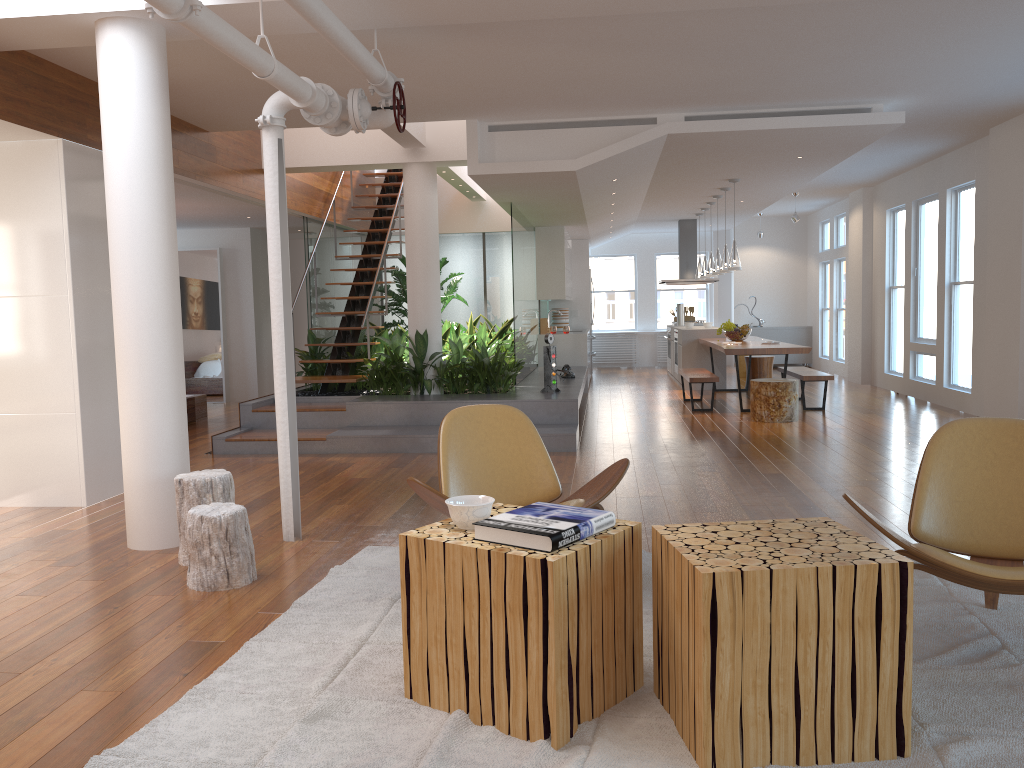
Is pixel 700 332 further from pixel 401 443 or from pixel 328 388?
pixel 401 443

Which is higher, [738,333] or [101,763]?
[738,333]

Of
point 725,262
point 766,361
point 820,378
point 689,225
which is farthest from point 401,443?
point 689,225

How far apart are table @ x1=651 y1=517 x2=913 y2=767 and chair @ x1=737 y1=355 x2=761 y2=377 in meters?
11.6 m

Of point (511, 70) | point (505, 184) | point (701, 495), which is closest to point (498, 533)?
point (701, 495)

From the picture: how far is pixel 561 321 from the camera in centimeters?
1376cm

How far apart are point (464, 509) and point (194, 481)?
2.1m

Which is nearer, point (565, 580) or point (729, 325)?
point (565, 580)

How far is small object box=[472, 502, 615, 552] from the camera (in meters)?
2.41

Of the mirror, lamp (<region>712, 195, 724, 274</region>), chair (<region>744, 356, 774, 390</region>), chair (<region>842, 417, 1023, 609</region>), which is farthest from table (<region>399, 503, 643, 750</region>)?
the mirror
